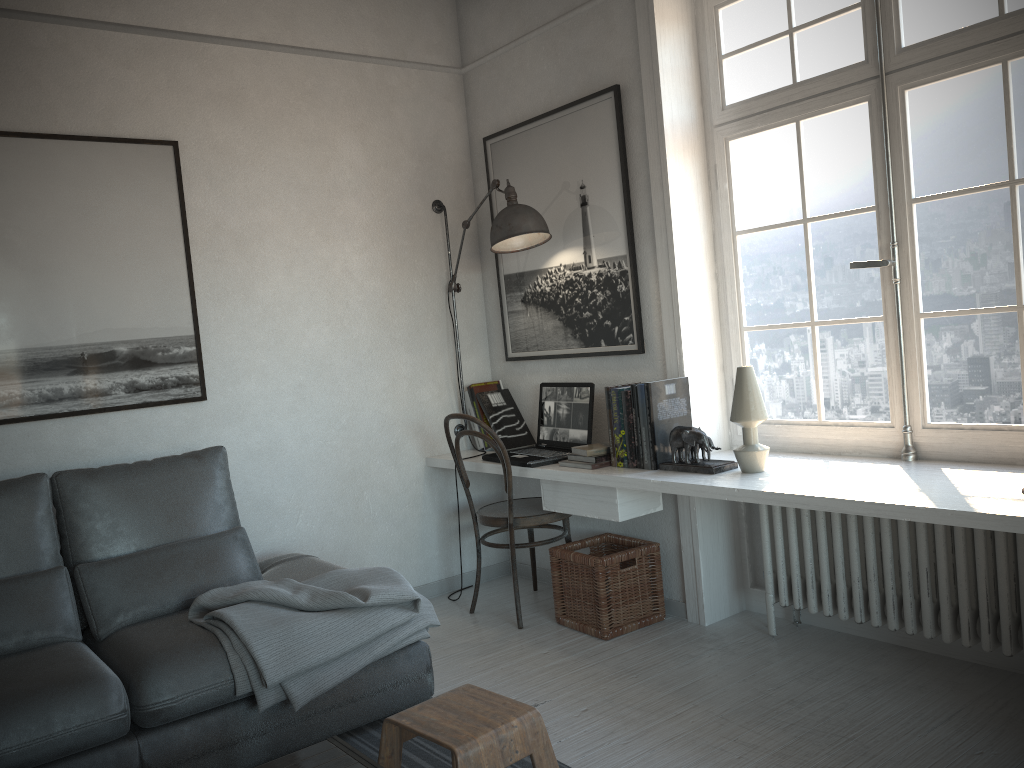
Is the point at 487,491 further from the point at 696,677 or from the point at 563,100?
the point at 563,100

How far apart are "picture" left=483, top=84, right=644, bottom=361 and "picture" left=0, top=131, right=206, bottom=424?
1.4 meters

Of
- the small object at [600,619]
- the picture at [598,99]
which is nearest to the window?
the picture at [598,99]

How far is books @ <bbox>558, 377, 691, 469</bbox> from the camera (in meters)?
3.25

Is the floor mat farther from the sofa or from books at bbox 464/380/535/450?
books at bbox 464/380/535/450

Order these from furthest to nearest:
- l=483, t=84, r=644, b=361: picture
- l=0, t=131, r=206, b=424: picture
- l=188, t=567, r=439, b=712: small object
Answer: l=483, t=84, r=644, b=361: picture < l=0, t=131, r=206, b=424: picture < l=188, t=567, r=439, b=712: small object

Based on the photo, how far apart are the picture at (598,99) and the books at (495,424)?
0.16m

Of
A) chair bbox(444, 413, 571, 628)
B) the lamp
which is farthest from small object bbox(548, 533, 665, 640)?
the lamp

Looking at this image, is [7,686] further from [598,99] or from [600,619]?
[598,99]

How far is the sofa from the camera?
2.3m
